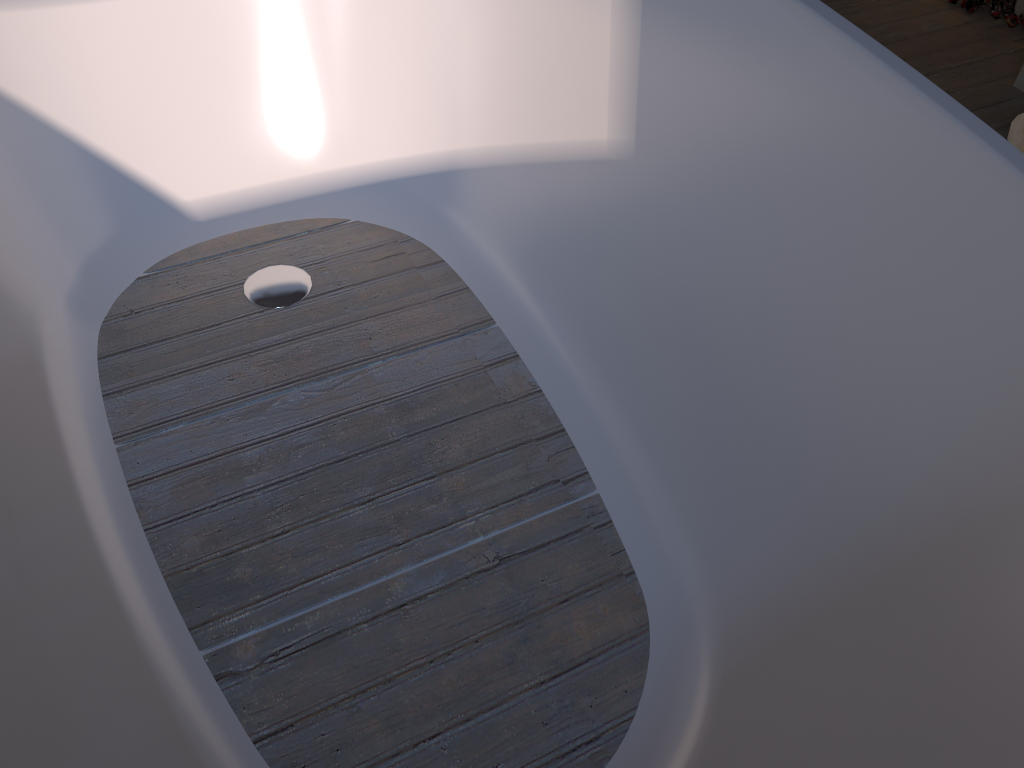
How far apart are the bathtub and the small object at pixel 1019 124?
1.17m

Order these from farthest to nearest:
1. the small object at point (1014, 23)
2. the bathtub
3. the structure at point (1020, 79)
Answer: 1. the small object at point (1014, 23)
2. the structure at point (1020, 79)
3. the bathtub

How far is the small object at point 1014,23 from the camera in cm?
250

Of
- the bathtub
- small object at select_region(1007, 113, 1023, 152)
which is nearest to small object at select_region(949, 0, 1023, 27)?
small object at select_region(1007, 113, 1023, 152)

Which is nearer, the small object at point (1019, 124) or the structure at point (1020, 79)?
the small object at point (1019, 124)

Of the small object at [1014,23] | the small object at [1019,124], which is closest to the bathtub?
the small object at [1019,124]

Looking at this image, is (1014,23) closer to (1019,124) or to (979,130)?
(1019,124)

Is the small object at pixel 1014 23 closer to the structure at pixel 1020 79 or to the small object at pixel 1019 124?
the structure at pixel 1020 79

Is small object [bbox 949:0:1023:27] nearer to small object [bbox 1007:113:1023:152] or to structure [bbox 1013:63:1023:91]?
structure [bbox 1013:63:1023:91]

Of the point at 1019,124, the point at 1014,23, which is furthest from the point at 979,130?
the point at 1014,23
